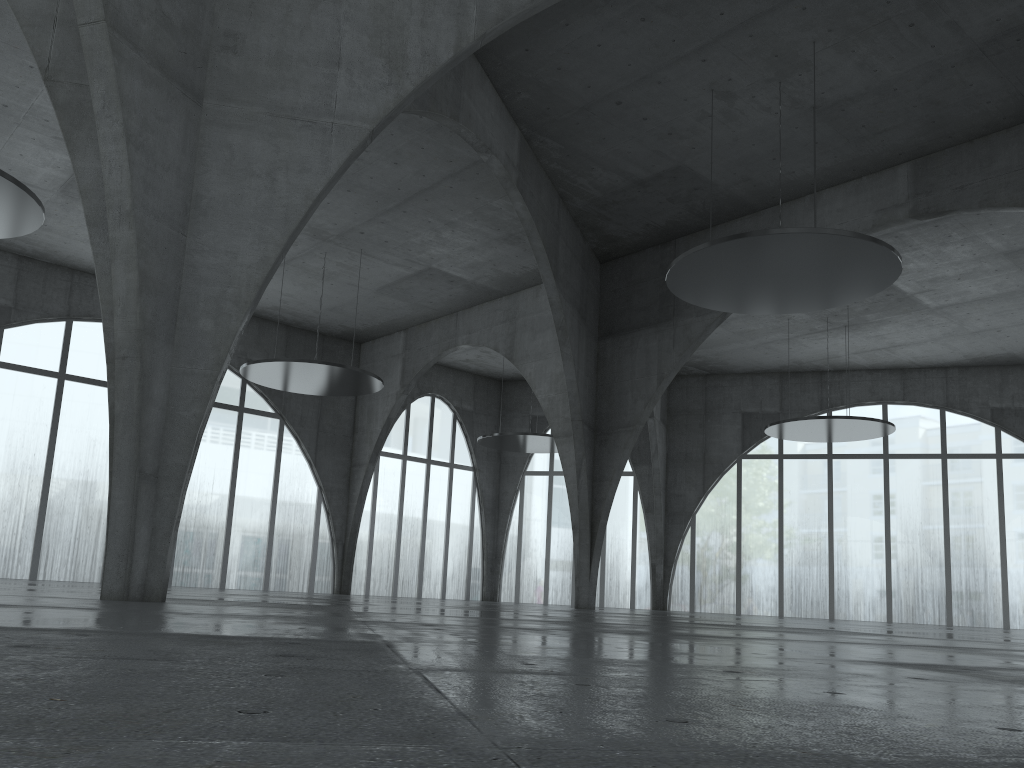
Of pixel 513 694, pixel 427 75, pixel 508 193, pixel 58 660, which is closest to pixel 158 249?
pixel 427 75

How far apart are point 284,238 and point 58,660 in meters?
18.4 m
